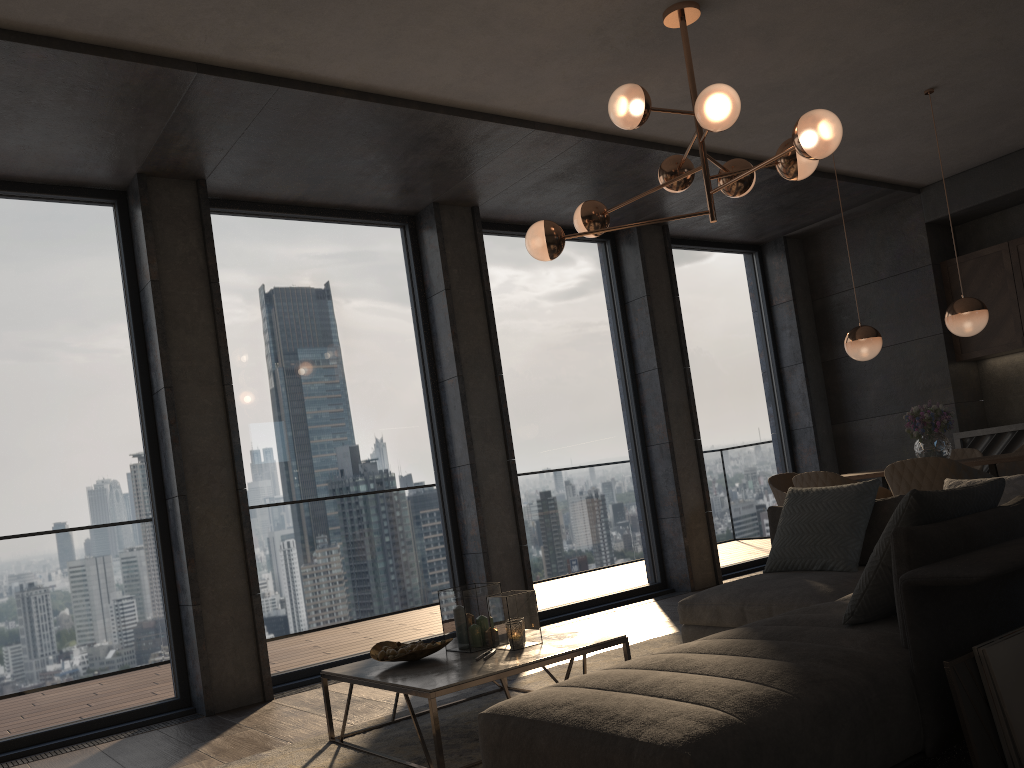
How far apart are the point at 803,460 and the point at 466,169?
4.51m

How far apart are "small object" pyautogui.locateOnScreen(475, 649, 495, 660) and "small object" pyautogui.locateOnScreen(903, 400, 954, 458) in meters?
3.4

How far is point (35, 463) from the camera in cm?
468

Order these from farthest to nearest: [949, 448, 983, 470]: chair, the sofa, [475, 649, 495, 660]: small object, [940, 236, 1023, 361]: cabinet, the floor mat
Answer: [940, 236, 1023, 361]: cabinet, [949, 448, 983, 470]: chair, [475, 649, 495, 660]: small object, the floor mat, the sofa

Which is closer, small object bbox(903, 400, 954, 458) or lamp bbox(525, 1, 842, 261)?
lamp bbox(525, 1, 842, 261)

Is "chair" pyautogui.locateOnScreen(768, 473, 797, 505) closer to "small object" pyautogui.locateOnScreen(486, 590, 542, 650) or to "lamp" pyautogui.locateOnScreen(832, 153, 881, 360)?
"lamp" pyautogui.locateOnScreen(832, 153, 881, 360)

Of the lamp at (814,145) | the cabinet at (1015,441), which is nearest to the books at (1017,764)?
the lamp at (814,145)

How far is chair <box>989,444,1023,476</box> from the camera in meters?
5.8 m

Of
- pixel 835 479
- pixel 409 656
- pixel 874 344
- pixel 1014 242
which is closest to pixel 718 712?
pixel 409 656

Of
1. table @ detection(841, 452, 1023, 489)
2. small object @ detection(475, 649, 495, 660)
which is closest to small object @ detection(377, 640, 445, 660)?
small object @ detection(475, 649, 495, 660)
